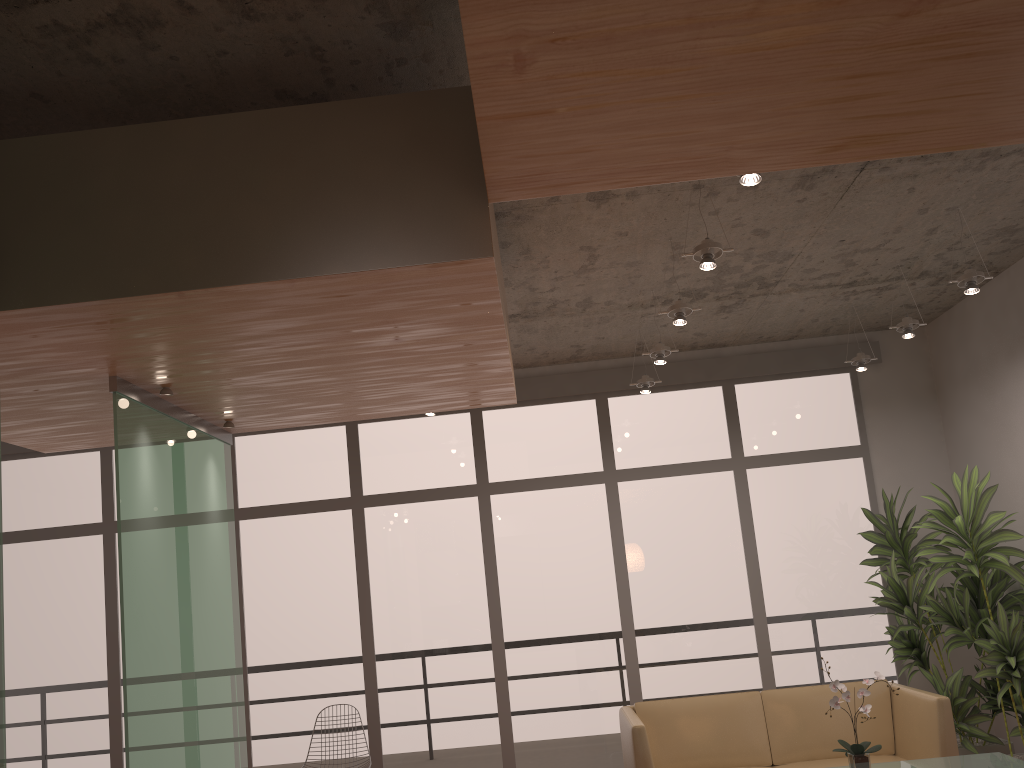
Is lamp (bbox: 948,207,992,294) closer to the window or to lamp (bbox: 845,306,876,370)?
lamp (bbox: 845,306,876,370)

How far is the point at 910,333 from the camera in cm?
546

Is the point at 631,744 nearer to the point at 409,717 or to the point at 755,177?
the point at 409,717

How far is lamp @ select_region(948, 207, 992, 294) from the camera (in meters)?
4.66

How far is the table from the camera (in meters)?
4.16

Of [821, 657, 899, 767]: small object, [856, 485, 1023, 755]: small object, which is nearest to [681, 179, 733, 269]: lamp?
[821, 657, 899, 767]: small object

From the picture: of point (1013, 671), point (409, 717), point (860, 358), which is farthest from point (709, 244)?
point (409, 717)

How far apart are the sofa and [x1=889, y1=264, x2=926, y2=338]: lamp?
2.11m

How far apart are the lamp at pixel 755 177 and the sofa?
3.1m

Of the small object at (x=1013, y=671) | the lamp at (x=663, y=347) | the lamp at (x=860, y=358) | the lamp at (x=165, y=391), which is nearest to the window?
the lamp at (x=860, y=358)
